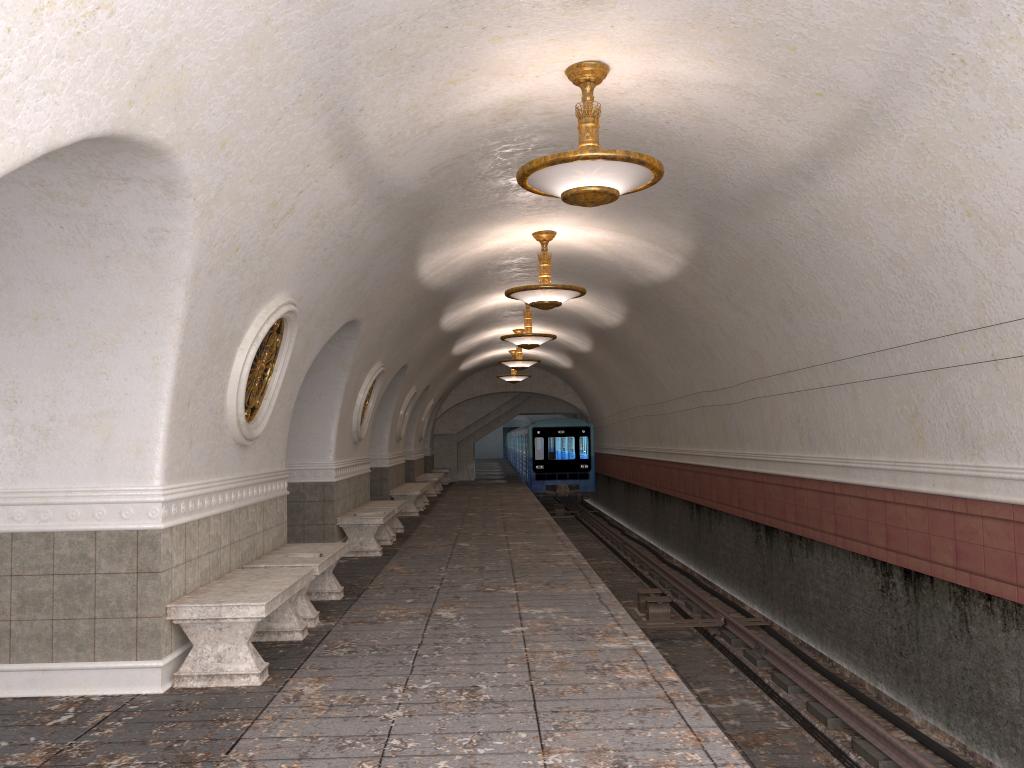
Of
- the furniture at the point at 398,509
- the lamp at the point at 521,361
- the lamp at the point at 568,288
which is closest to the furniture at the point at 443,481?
the lamp at the point at 521,361

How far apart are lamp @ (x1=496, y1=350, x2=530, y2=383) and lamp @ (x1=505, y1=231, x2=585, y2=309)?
14.0m

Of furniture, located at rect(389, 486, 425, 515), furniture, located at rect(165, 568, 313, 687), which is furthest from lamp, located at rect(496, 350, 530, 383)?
furniture, located at rect(165, 568, 313, 687)

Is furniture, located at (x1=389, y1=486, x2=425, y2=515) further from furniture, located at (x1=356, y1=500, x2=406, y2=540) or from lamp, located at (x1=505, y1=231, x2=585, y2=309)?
lamp, located at (x1=505, y1=231, x2=585, y2=309)

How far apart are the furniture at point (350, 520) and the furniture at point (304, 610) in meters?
3.0

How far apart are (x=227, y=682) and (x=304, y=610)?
1.72m

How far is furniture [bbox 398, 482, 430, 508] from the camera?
20.3m

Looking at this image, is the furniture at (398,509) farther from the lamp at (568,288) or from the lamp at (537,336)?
the lamp at (568,288)

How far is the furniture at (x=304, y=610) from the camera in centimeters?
713cm

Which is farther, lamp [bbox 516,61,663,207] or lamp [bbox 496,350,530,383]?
lamp [bbox 496,350,530,383]
